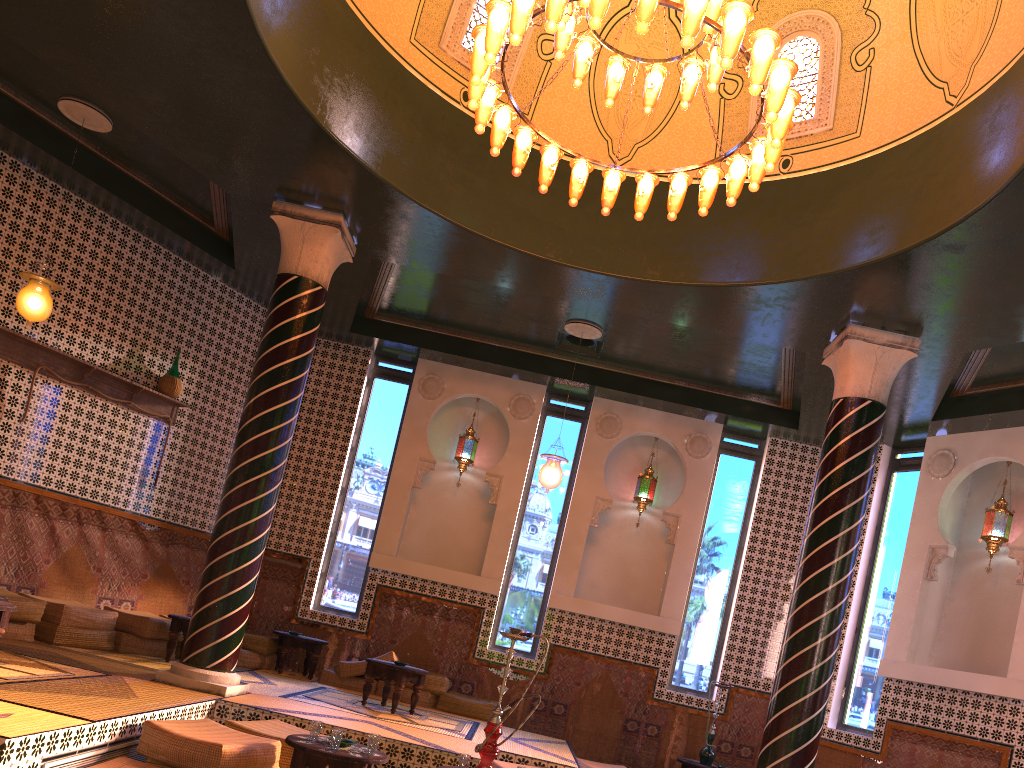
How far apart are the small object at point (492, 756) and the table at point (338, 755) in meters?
0.7

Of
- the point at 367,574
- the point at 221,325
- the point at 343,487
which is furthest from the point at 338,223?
the point at 367,574

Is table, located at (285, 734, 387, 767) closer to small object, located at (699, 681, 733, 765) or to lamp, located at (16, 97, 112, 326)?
lamp, located at (16, 97, 112, 326)

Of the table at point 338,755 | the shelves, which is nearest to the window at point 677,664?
the table at point 338,755

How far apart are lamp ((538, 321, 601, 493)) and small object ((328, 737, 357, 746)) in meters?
5.2 m

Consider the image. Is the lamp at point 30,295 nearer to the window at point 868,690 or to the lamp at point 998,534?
the window at point 868,690

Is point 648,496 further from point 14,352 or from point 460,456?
point 14,352

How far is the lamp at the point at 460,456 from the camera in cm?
1394

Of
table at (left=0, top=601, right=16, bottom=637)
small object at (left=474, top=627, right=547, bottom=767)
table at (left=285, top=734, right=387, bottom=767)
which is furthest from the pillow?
small object at (left=474, top=627, right=547, bottom=767)

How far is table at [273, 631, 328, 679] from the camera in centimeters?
1215cm
